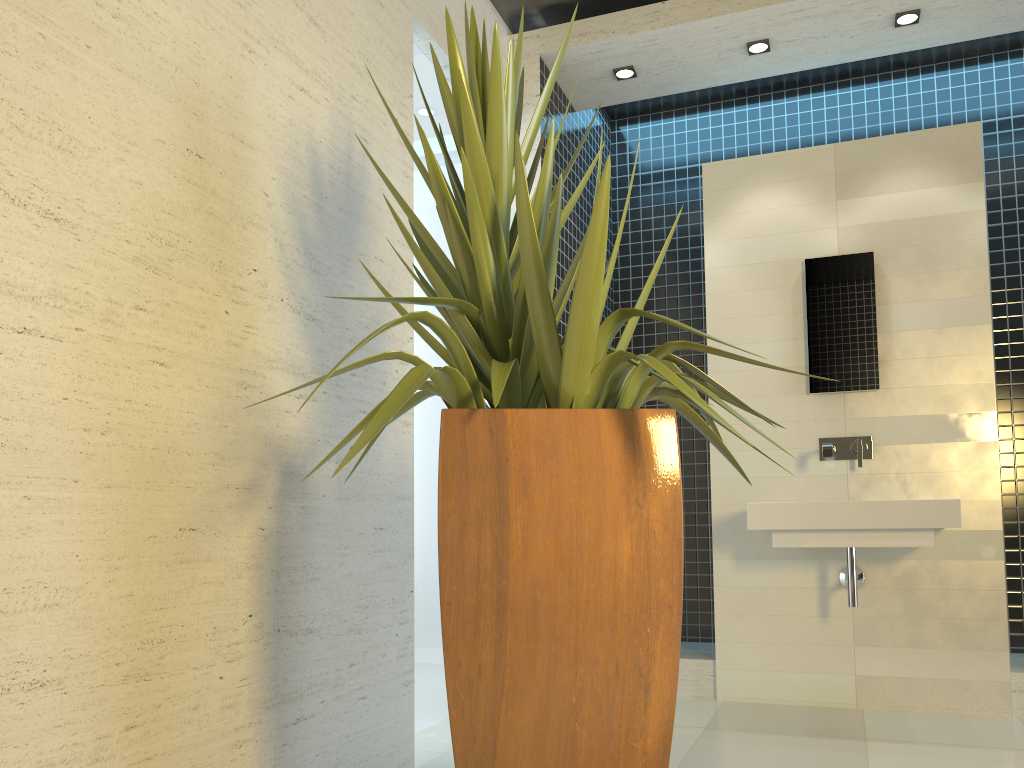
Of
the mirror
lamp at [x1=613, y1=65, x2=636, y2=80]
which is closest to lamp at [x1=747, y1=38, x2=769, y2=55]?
lamp at [x1=613, y1=65, x2=636, y2=80]

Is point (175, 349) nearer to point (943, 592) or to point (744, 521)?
point (744, 521)

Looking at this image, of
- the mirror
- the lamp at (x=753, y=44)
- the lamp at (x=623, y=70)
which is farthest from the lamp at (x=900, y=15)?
the lamp at (x=623, y=70)

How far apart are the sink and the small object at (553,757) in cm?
168

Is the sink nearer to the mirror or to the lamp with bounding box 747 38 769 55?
the mirror

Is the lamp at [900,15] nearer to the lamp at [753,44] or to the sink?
the lamp at [753,44]

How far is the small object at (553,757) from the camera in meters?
1.7

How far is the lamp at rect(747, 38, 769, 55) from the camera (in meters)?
4.29

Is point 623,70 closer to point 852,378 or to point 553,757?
point 852,378

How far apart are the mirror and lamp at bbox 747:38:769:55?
1.1 meters
